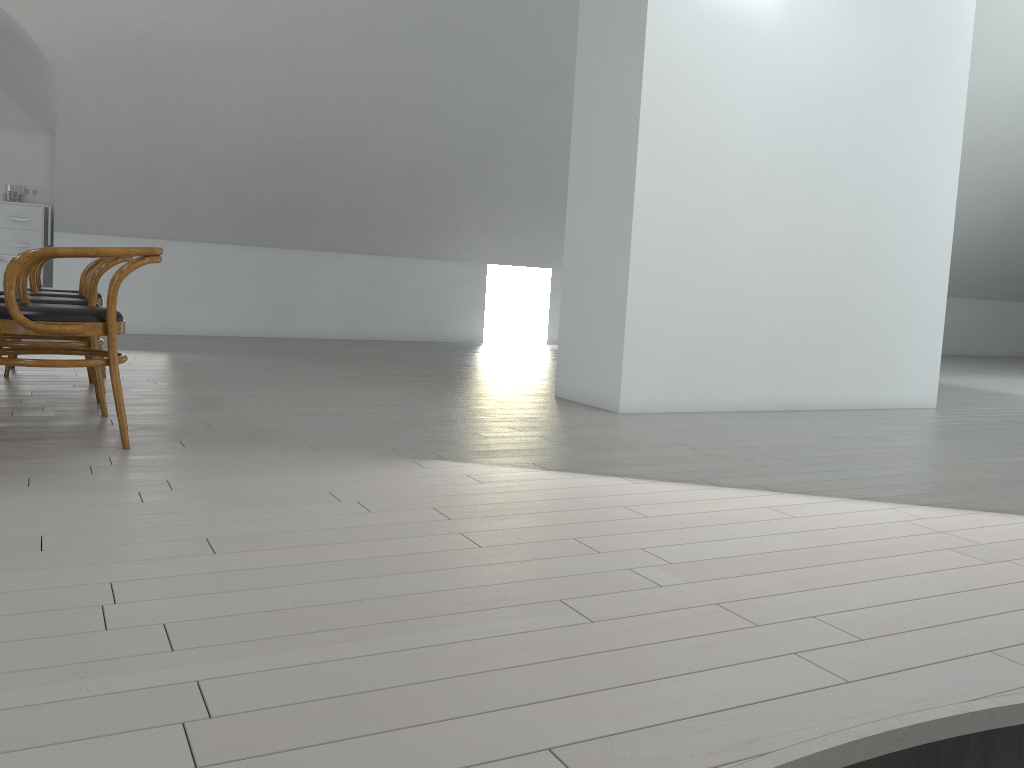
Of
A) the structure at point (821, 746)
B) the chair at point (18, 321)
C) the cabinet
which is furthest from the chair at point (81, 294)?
the structure at point (821, 746)

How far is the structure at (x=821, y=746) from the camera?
1.3m

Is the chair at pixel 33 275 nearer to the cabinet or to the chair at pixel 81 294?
the chair at pixel 81 294

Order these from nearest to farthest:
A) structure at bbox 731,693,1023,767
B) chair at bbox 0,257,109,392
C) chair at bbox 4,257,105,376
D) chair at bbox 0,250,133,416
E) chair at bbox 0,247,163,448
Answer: structure at bbox 731,693,1023,767, chair at bbox 0,247,163,448, chair at bbox 0,250,133,416, chair at bbox 0,257,109,392, chair at bbox 4,257,105,376

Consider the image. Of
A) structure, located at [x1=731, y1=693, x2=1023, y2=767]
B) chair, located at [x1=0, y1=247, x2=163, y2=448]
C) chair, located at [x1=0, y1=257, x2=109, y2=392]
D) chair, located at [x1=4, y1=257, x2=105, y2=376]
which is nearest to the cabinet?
chair, located at [x1=4, y1=257, x2=105, y2=376]

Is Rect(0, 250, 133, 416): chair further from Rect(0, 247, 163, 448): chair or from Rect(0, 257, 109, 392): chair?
Rect(0, 257, 109, 392): chair

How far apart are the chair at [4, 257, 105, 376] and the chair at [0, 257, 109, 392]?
0.37m

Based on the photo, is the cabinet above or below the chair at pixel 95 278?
above

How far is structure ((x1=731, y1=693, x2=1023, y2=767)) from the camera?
1.35m

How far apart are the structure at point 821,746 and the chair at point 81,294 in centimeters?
414cm
